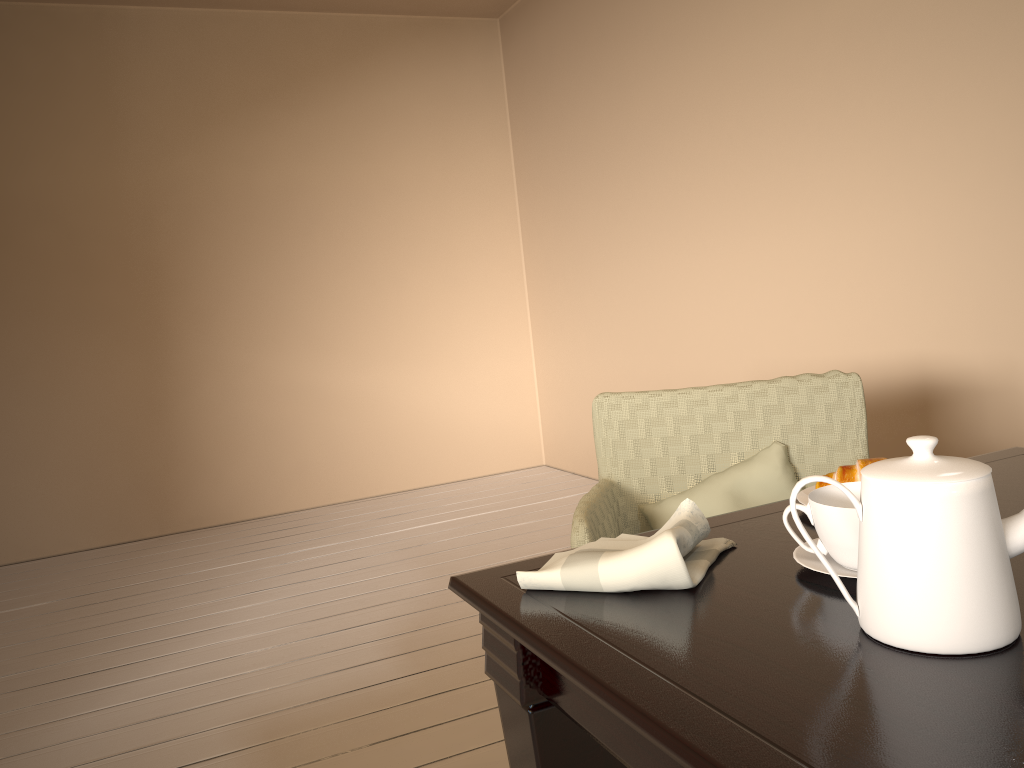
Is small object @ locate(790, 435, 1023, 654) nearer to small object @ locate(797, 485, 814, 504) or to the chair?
small object @ locate(797, 485, 814, 504)

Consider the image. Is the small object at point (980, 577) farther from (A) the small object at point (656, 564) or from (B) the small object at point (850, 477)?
(B) the small object at point (850, 477)

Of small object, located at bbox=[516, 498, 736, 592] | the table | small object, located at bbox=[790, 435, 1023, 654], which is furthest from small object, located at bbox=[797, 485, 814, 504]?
small object, located at bbox=[790, 435, 1023, 654]

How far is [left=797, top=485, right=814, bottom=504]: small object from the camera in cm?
111

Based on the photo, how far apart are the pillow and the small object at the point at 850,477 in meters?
0.6

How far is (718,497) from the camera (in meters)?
1.70

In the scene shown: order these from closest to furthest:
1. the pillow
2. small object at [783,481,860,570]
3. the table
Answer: the table
small object at [783,481,860,570]
the pillow

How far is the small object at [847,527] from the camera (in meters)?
0.83

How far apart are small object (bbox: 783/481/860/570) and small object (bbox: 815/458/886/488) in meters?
0.2

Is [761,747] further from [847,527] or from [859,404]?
[859,404]
